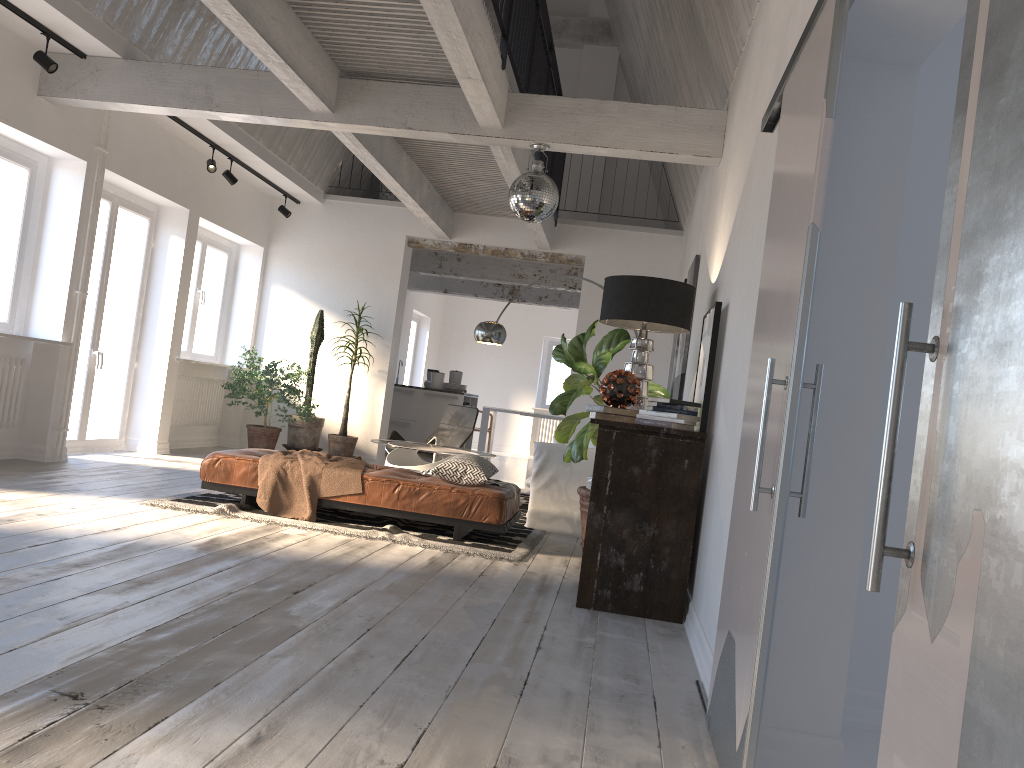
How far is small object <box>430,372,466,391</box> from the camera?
11.7 meters

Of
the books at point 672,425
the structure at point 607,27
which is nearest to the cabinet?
the structure at point 607,27

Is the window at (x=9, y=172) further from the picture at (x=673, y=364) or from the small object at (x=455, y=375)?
the small object at (x=455, y=375)

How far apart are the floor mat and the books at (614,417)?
1.20m

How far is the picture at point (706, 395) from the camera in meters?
4.2 m

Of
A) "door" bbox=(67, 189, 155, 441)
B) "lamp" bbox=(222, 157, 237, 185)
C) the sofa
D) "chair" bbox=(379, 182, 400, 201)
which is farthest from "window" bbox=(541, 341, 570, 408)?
"door" bbox=(67, 189, 155, 441)

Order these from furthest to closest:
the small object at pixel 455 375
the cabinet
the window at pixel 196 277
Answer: the small object at pixel 455 375 < the cabinet < the window at pixel 196 277

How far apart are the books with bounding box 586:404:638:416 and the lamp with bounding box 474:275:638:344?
4.05m

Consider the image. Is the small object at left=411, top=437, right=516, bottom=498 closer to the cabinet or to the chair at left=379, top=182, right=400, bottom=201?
the cabinet

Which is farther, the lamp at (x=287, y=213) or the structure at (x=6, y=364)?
the lamp at (x=287, y=213)
